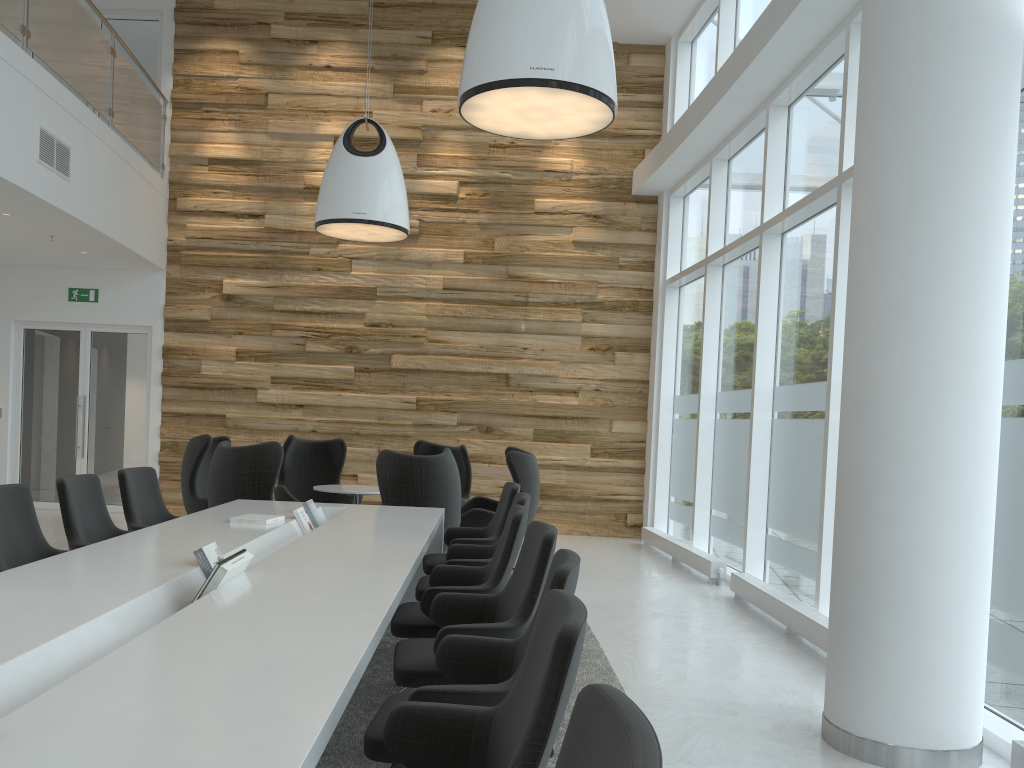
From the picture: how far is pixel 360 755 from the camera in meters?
3.6

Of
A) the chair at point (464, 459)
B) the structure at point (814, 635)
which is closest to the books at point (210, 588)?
the structure at point (814, 635)

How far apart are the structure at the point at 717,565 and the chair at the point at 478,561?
3.3m

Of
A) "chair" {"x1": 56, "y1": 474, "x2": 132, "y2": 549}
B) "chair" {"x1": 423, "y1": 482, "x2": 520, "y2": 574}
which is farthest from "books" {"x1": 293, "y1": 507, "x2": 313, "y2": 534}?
"chair" {"x1": 56, "y1": 474, "x2": 132, "y2": 549}

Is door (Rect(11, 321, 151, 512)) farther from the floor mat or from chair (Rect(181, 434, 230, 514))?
the floor mat

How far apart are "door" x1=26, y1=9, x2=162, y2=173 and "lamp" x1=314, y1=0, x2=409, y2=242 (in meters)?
4.61

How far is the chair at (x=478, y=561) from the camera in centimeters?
486cm

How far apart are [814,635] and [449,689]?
3.8m

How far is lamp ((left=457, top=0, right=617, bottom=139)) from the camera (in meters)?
4.47

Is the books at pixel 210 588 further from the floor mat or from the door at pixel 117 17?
the door at pixel 117 17
